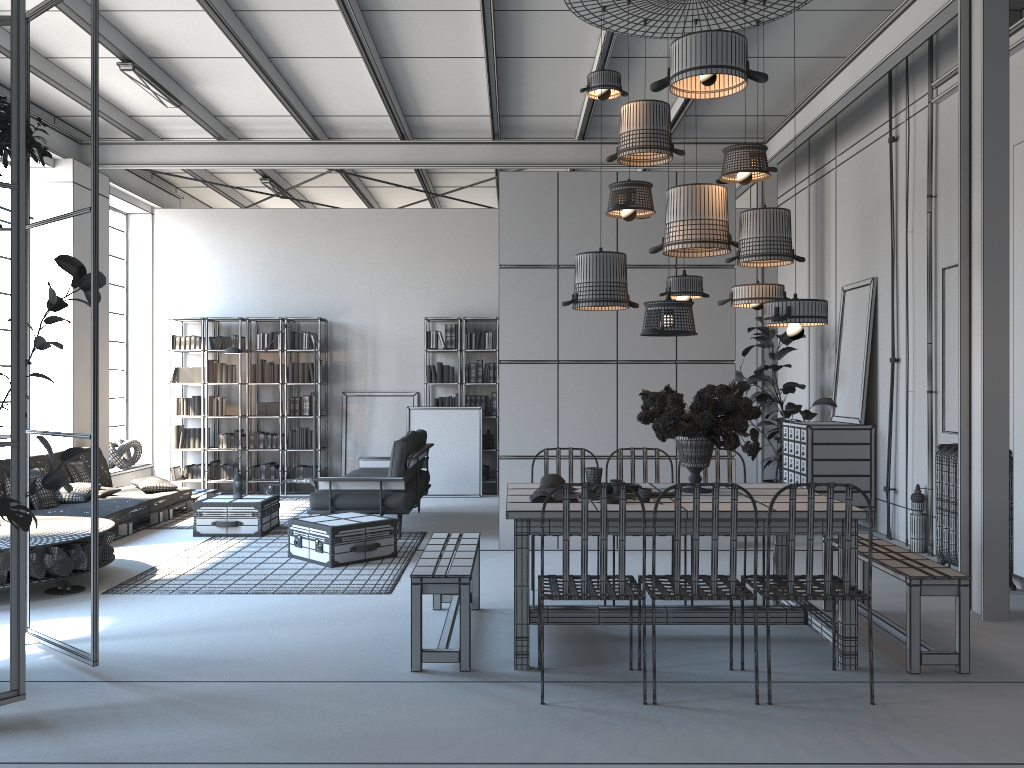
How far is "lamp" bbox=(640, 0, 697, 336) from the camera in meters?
4.4

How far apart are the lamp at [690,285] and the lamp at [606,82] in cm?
121

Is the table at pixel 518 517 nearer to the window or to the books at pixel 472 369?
the books at pixel 472 369

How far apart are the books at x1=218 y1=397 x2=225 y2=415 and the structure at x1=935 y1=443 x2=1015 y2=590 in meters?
8.4 m

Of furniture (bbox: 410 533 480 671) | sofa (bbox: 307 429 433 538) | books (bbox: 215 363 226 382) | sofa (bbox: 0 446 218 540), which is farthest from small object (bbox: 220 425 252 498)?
furniture (bbox: 410 533 480 671)

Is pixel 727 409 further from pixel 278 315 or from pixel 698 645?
pixel 278 315

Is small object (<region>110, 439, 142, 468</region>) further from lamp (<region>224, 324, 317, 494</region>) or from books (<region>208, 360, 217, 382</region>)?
lamp (<region>224, 324, 317, 494</region>)

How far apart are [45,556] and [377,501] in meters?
2.8 m

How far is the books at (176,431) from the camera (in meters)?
11.40

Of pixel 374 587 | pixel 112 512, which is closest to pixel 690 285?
pixel 374 587
